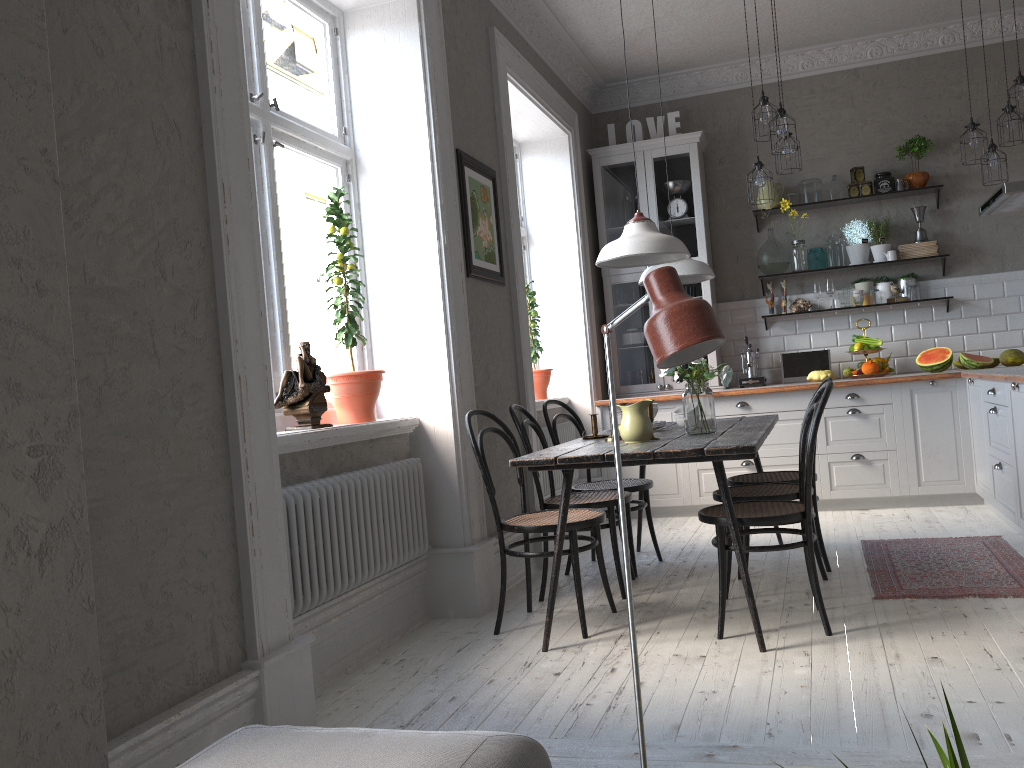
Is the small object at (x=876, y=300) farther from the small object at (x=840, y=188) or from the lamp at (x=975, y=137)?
the lamp at (x=975, y=137)

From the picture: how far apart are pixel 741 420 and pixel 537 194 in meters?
2.6

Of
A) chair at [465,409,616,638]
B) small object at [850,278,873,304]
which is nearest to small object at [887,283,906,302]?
small object at [850,278,873,304]

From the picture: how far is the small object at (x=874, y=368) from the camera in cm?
603

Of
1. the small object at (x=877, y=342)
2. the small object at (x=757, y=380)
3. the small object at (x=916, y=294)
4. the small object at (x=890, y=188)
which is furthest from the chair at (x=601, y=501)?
the small object at (x=890, y=188)

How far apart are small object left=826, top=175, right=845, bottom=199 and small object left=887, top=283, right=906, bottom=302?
0.8 meters

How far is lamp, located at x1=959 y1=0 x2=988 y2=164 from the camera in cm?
537

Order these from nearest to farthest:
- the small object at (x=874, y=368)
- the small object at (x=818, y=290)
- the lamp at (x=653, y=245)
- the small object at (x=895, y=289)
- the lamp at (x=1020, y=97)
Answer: the lamp at (x=653, y=245) → the lamp at (x=1020, y=97) → the small object at (x=874, y=368) → the small object at (x=895, y=289) → the small object at (x=818, y=290)

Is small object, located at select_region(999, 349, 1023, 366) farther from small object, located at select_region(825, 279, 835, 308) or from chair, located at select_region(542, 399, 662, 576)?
chair, located at select_region(542, 399, 662, 576)

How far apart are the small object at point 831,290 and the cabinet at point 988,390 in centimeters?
89cm
